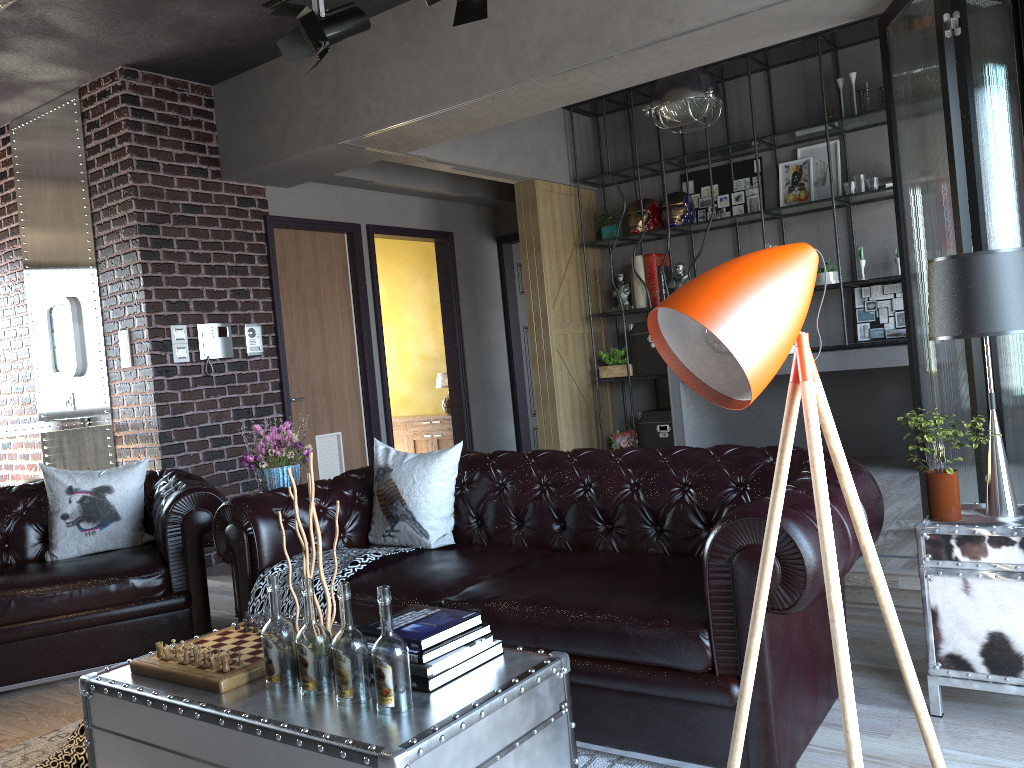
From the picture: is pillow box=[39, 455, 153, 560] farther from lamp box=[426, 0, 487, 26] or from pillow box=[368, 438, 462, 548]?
lamp box=[426, 0, 487, 26]

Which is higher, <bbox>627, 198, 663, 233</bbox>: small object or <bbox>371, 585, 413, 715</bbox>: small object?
<bbox>627, 198, 663, 233</bbox>: small object

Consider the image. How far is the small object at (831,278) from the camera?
6.83m

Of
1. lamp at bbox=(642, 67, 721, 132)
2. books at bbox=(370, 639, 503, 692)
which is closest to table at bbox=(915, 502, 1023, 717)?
books at bbox=(370, 639, 503, 692)

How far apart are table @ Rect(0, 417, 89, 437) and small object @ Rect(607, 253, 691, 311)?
4.5 meters

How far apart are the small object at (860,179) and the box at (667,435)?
2.34m

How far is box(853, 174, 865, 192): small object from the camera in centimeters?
667cm

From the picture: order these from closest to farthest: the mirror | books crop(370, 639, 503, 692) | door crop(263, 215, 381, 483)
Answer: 1. books crop(370, 639, 503, 692)
2. the mirror
3. door crop(263, 215, 381, 483)

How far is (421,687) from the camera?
2.16m

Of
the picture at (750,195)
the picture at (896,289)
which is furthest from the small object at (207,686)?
the picture at (750,195)
